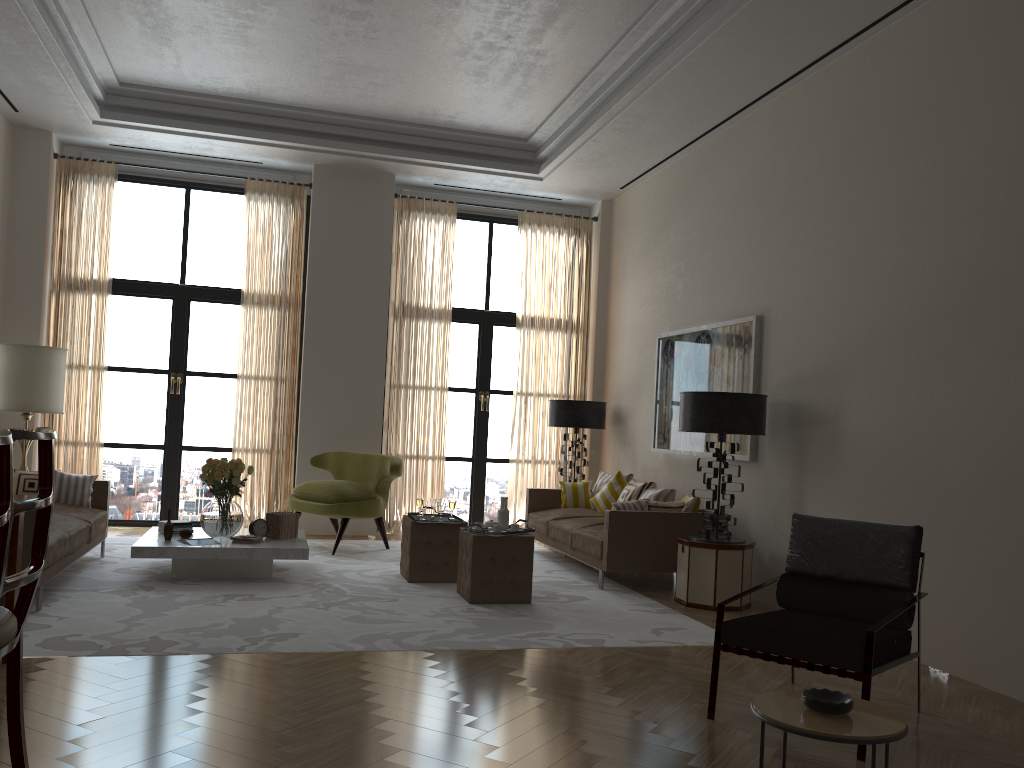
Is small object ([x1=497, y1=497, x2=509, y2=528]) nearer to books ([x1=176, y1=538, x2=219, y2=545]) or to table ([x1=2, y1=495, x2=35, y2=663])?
books ([x1=176, y1=538, x2=219, y2=545])

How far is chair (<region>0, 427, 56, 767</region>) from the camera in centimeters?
320cm

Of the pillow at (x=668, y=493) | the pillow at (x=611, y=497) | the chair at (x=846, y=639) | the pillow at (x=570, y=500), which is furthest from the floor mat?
the chair at (x=846, y=639)

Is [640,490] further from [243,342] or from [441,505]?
[243,342]

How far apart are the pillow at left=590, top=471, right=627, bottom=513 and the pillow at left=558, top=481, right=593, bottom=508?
0.2m

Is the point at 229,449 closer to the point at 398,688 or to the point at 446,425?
the point at 446,425

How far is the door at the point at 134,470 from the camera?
12.0 meters

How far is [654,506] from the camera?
9.1m

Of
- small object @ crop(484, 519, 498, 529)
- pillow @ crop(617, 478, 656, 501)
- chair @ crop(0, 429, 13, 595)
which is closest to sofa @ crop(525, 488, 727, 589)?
pillow @ crop(617, 478, 656, 501)

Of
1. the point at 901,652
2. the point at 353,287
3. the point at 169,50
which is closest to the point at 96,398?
the point at 353,287
